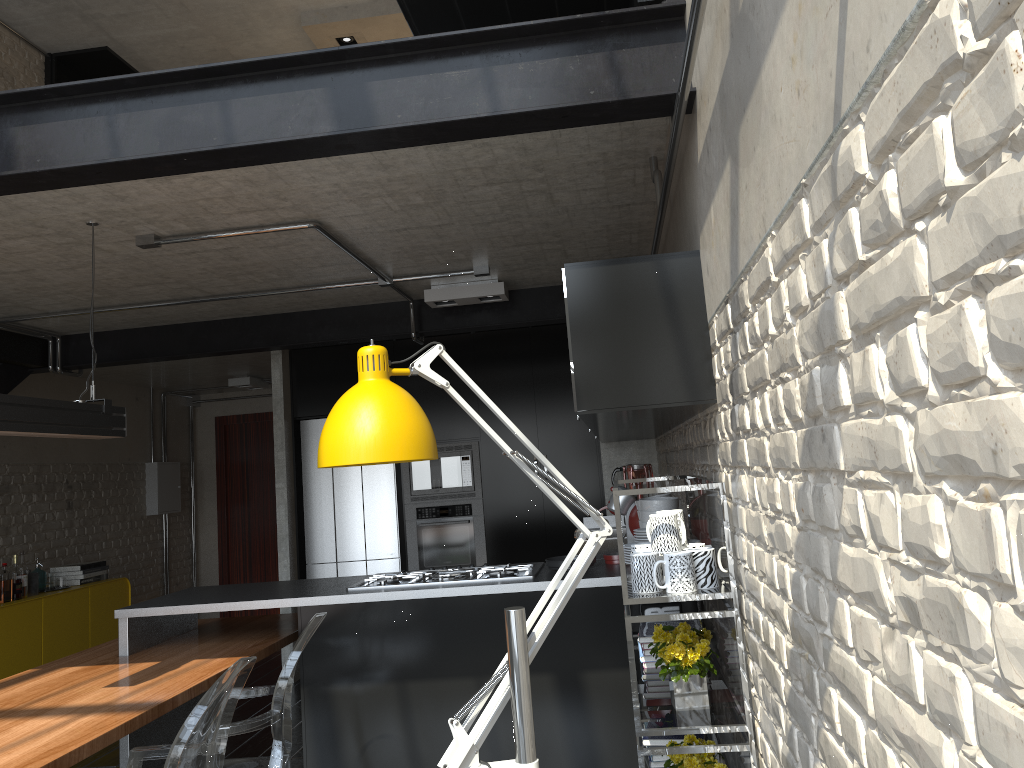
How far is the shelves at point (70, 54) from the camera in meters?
7.6

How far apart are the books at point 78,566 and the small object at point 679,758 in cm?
560

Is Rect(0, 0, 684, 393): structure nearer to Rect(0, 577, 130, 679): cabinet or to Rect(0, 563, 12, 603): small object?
Rect(0, 563, 12, 603): small object

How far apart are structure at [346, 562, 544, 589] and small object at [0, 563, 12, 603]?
3.3m

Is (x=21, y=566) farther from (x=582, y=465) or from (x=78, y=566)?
(x=582, y=465)

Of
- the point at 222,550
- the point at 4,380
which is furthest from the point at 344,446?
the point at 222,550

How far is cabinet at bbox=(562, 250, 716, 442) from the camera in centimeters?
239cm

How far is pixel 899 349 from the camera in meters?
0.9 m

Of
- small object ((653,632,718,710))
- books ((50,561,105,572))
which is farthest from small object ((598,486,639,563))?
books ((50,561,105,572))

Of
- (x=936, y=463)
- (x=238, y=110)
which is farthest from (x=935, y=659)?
(x=238, y=110)
